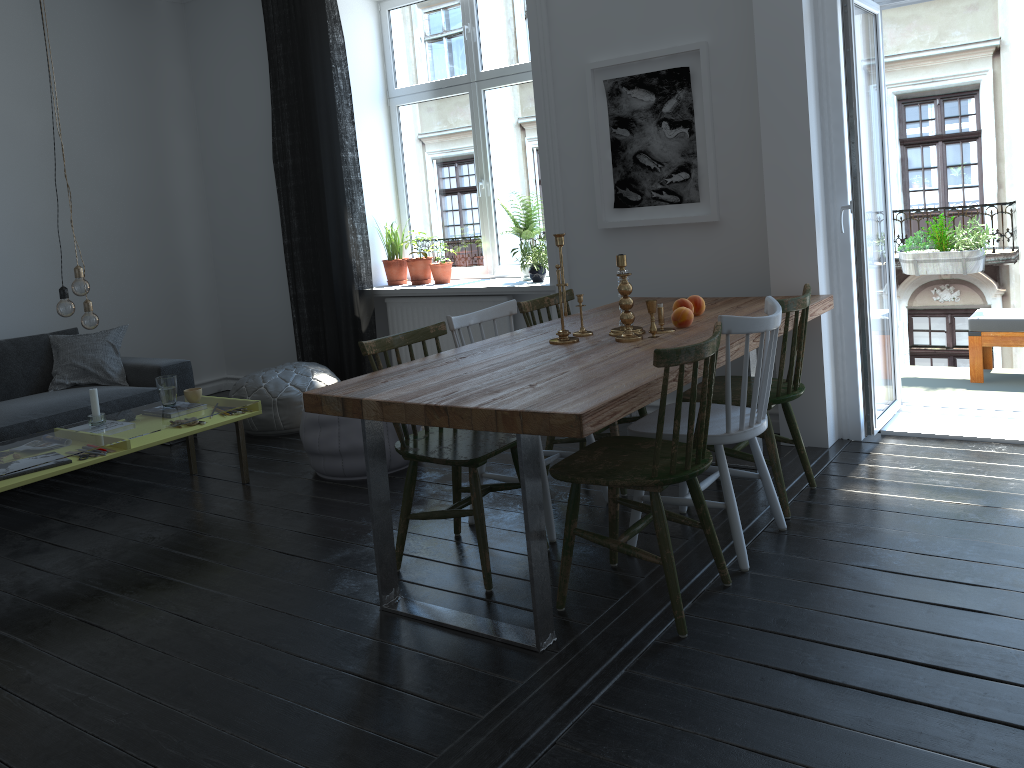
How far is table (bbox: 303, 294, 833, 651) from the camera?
2.3 meters

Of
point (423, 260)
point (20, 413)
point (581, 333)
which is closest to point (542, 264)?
point (423, 260)

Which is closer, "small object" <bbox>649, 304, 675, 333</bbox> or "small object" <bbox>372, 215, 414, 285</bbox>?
"small object" <bbox>649, 304, 675, 333</bbox>

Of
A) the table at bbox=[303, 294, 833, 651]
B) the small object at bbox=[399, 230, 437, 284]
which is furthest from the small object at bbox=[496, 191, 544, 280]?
the table at bbox=[303, 294, 833, 651]

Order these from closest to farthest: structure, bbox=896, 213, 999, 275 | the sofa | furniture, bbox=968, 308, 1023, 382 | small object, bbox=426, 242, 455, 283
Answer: the sofa → furniture, bbox=968, 308, 1023, 382 → structure, bbox=896, 213, 999, 275 → small object, bbox=426, 242, 455, 283

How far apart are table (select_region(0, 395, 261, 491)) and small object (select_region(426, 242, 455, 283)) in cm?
178

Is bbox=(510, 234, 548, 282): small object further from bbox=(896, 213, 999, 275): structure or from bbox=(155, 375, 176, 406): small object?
bbox=(896, 213, 999, 275): structure

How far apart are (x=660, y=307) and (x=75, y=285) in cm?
248

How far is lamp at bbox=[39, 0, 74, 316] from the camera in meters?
3.8

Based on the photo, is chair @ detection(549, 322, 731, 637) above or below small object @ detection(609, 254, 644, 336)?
below
